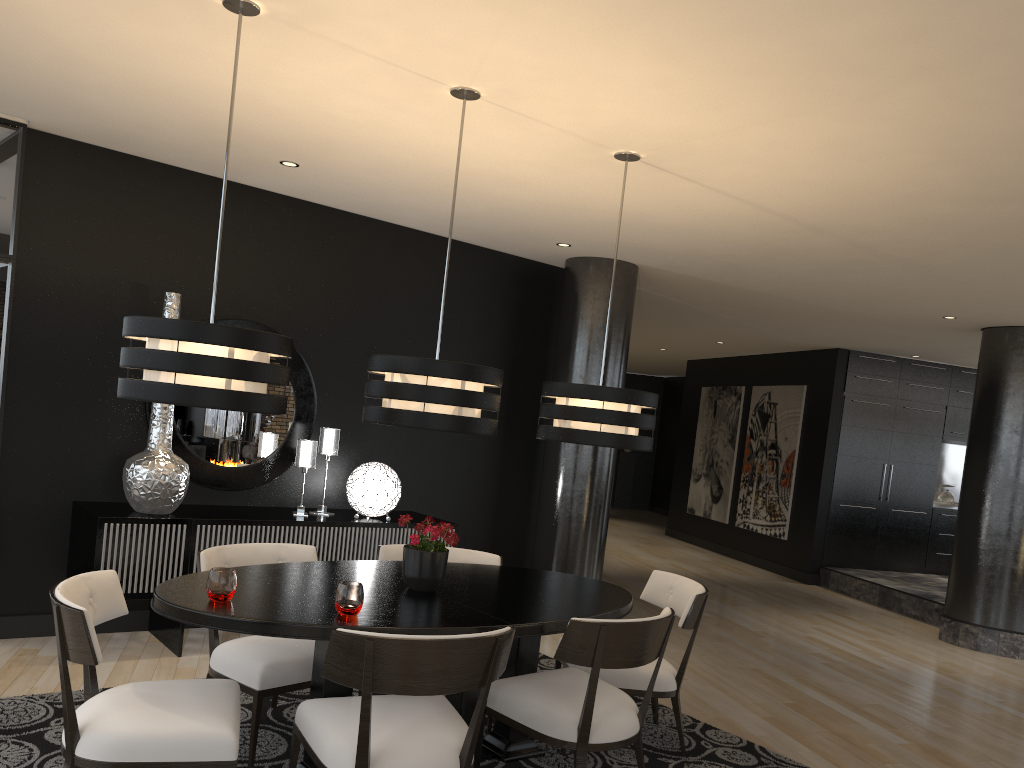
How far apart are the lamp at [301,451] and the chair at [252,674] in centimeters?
139cm

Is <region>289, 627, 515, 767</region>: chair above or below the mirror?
below

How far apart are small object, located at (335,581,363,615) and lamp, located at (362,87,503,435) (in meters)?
0.61

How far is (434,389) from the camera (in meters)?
3.25

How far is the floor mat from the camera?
3.4 meters

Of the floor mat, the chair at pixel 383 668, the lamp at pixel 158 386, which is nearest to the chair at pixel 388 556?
the floor mat

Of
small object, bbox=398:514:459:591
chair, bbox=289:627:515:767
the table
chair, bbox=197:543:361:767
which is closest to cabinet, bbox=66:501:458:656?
chair, bbox=197:543:361:767

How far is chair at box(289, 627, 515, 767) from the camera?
2.6m

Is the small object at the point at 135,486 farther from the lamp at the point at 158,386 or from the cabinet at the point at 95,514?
the lamp at the point at 158,386

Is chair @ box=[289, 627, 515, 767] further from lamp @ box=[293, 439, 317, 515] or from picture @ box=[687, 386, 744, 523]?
picture @ box=[687, 386, 744, 523]
